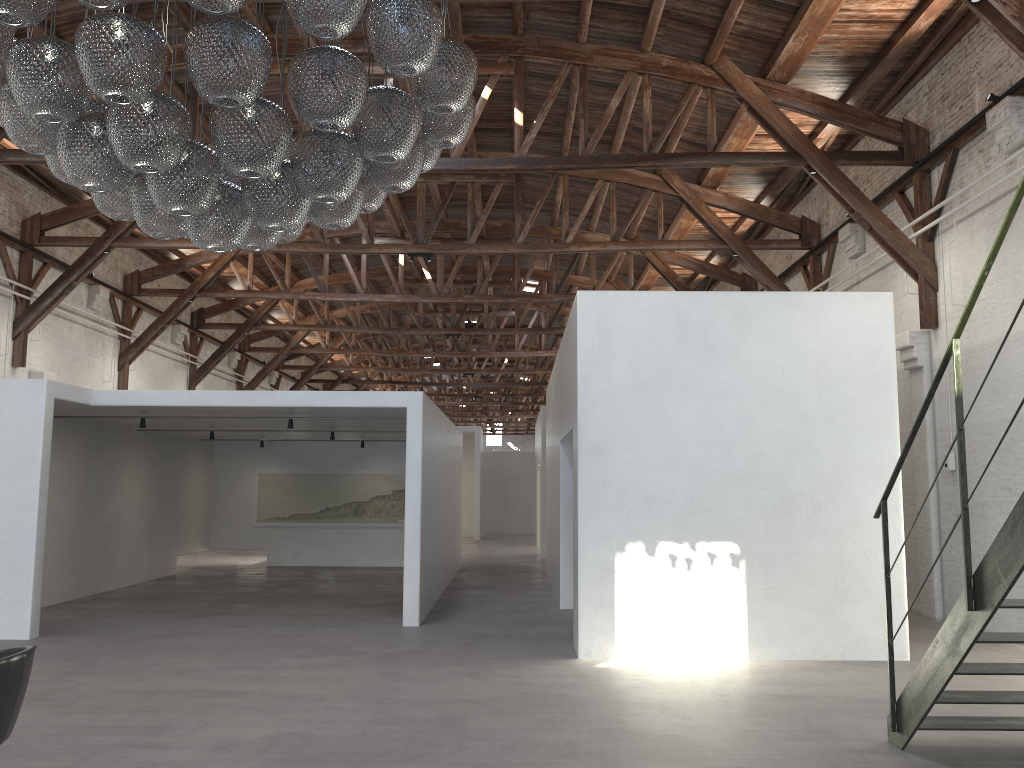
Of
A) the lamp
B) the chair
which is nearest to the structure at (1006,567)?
the lamp

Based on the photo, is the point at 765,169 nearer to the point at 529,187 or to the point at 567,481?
the point at 529,187

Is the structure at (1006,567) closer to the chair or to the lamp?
the lamp

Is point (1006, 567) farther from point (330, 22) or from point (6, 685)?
point (6, 685)

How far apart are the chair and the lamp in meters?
2.0

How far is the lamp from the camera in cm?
365

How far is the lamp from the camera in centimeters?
365cm

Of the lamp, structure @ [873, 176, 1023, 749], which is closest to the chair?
the lamp

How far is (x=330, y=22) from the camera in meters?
3.6

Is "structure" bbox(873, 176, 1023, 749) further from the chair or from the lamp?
the chair
